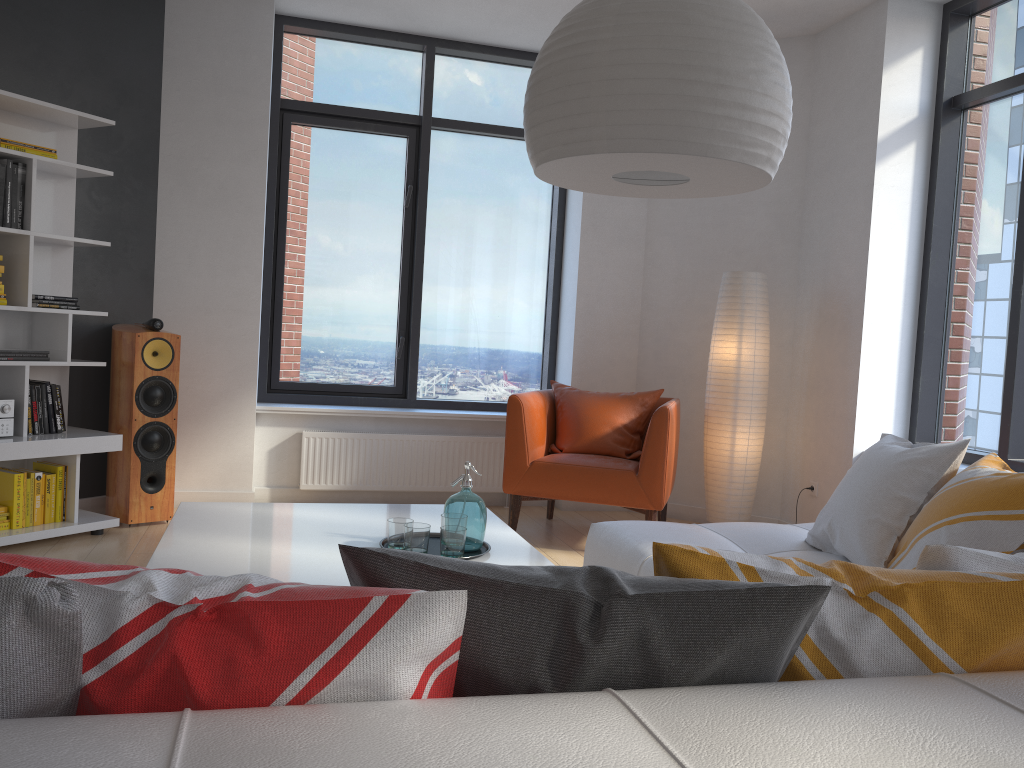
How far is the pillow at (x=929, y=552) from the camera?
1.2 meters

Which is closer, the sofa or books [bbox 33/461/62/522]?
the sofa

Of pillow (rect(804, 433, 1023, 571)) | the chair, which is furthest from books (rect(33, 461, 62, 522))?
pillow (rect(804, 433, 1023, 571))

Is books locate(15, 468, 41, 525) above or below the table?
below

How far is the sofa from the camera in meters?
0.7 m

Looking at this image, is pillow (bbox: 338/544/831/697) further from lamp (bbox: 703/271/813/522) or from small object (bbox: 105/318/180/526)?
lamp (bbox: 703/271/813/522)

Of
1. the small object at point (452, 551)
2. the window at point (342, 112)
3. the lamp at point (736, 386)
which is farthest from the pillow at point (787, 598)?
the window at point (342, 112)

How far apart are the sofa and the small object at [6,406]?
2.7 meters

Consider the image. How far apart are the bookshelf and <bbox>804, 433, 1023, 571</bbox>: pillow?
3.3 meters

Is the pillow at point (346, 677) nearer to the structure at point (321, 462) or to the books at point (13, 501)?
the books at point (13, 501)
